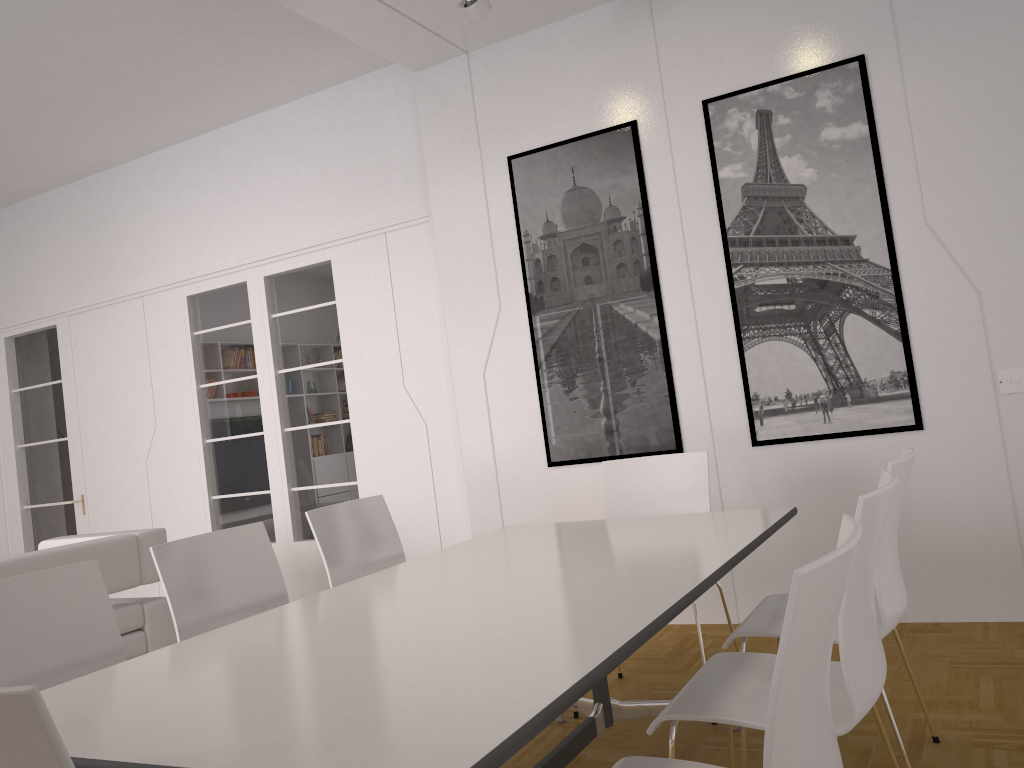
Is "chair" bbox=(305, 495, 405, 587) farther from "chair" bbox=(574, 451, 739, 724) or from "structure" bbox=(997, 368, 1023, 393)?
"structure" bbox=(997, 368, 1023, 393)

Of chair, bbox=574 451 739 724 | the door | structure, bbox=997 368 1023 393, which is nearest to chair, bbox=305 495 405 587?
chair, bbox=574 451 739 724

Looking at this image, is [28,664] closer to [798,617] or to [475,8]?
[798,617]

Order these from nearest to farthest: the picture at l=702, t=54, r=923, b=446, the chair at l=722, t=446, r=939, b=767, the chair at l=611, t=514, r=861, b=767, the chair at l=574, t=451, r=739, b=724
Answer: the chair at l=611, t=514, r=861, b=767
the chair at l=722, t=446, r=939, b=767
the chair at l=574, t=451, r=739, b=724
the picture at l=702, t=54, r=923, b=446

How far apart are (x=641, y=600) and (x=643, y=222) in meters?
3.0

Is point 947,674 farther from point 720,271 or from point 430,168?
point 430,168

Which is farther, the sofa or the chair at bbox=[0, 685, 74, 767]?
the sofa

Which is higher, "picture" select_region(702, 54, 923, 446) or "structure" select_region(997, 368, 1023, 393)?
"picture" select_region(702, 54, 923, 446)

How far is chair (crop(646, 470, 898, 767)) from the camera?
1.8 meters

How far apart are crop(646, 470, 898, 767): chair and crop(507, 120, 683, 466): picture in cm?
231
